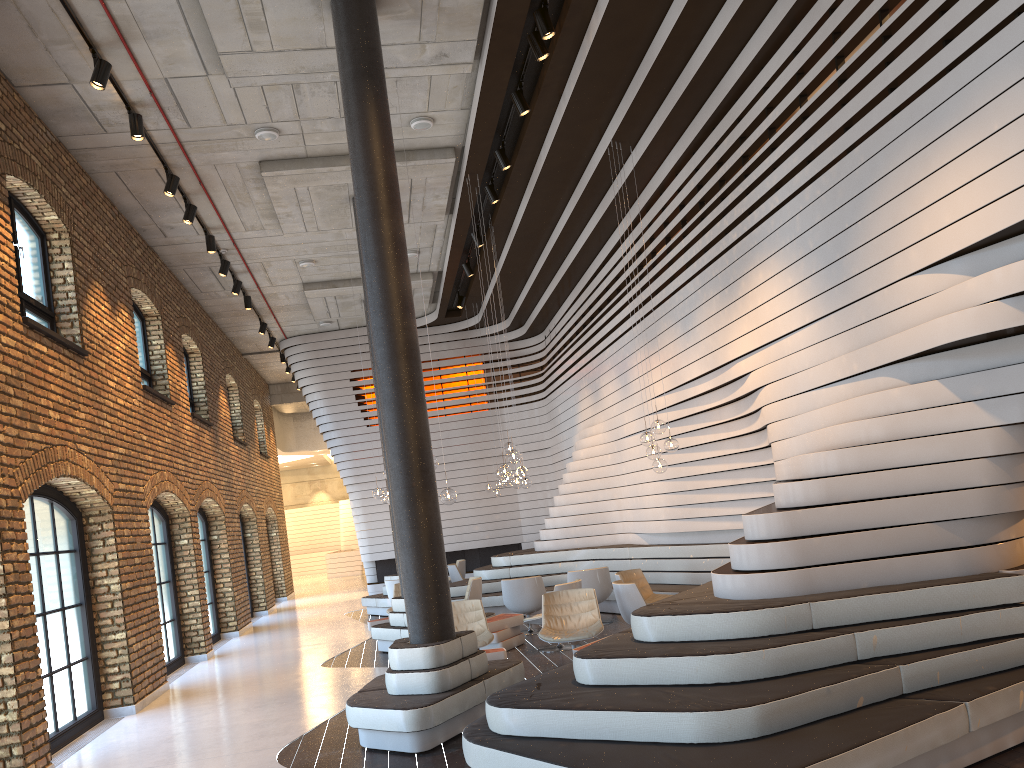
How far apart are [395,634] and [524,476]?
3.1m

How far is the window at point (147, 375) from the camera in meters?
12.8 m

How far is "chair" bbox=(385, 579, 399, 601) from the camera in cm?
1435

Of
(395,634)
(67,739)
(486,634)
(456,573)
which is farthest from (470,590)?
(67,739)

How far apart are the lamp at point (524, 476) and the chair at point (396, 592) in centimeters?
255cm

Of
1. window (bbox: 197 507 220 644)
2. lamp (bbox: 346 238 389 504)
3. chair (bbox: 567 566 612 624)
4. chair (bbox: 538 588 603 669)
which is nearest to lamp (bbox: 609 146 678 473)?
chair (bbox: 538 588 603 669)

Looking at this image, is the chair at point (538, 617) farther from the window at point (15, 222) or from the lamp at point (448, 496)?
the window at point (15, 222)

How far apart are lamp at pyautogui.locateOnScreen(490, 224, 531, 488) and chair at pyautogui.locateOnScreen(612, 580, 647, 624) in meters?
3.9 m

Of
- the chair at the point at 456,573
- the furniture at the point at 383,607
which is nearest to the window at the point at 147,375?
the furniture at the point at 383,607

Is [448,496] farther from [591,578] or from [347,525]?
[347,525]
